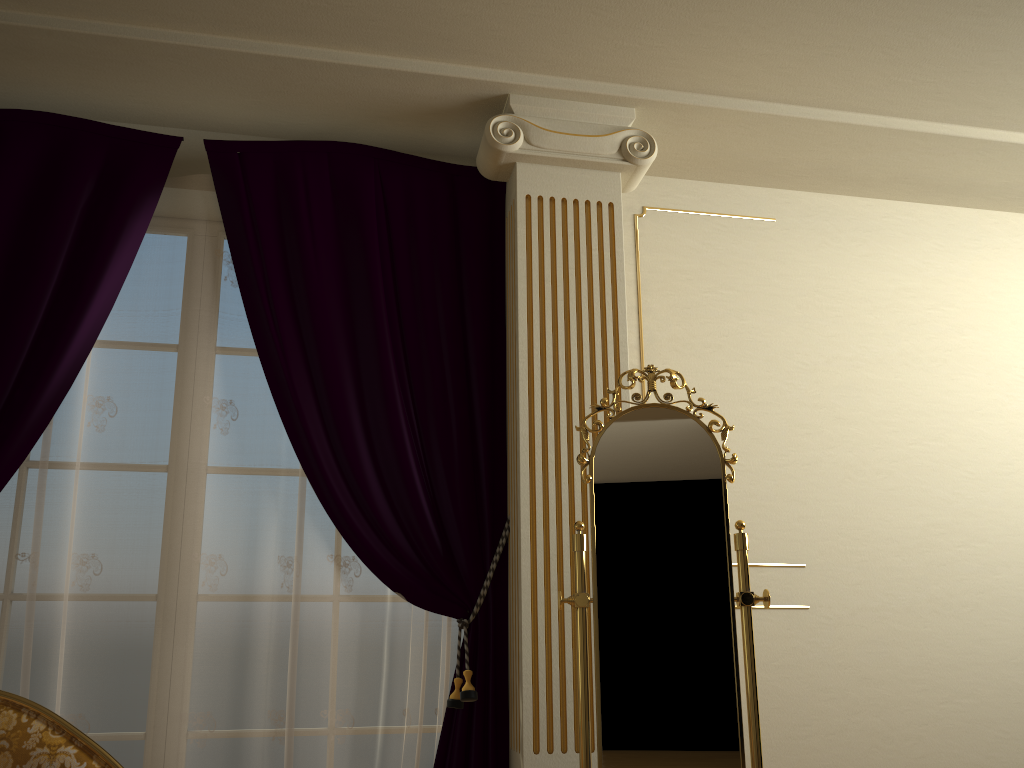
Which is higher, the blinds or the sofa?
the blinds

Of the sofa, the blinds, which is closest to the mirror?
the blinds

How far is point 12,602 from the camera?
2.6m

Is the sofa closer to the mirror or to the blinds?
the blinds

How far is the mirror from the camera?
2.2m

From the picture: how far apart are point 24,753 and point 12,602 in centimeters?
84cm

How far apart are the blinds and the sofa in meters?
0.6

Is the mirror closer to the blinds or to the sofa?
the blinds

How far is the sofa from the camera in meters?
1.9

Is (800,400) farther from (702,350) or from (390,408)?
(390,408)
